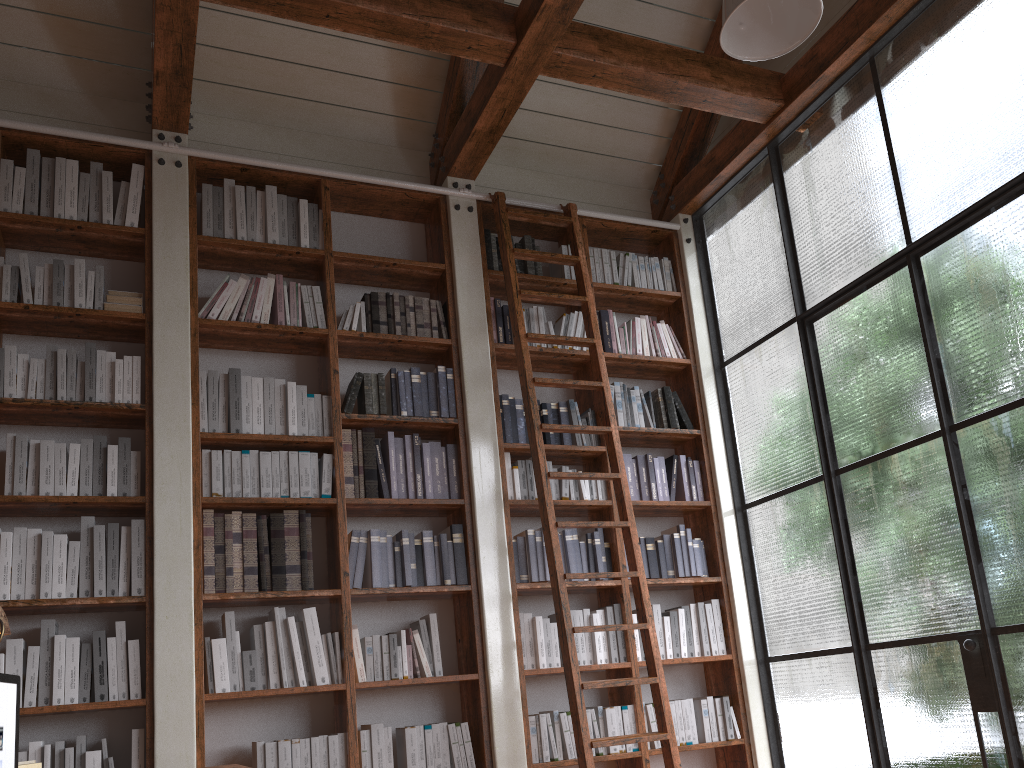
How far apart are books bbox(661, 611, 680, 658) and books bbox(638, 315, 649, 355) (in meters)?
1.50

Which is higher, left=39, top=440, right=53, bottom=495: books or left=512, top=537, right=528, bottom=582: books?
left=39, top=440, right=53, bottom=495: books

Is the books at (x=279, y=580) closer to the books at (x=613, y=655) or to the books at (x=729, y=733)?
the books at (x=613, y=655)

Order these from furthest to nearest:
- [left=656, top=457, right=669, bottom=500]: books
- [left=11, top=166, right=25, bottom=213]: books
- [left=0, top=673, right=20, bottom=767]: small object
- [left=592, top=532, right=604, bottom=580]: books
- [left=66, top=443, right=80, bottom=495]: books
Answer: [left=656, top=457, right=669, bottom=500]: books < [left=592, top=532, right=604, bottom=580]: books < [left=11, top=166, right=25, bottom=213]: books < [left=66, top=443, right=80, bottom=495]: books < [left=0, top=673, right=20, bottom=767]: small object

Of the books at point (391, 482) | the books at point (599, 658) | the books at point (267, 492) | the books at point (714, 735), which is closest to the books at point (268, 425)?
the books at point (267, 492)

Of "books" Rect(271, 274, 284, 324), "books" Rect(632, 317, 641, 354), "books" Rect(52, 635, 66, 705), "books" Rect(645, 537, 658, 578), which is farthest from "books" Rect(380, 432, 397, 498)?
"books" Rect(632, 317, 641, 354)

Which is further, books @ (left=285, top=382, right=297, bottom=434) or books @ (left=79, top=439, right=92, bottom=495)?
books @ (left=285, top=382, right=297, bottom=434)

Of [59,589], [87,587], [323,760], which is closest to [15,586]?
[59,589]

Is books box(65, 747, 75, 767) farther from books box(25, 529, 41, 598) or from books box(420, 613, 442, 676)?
books box(420, 613, 442, 676)

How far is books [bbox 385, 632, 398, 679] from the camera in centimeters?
397cm
